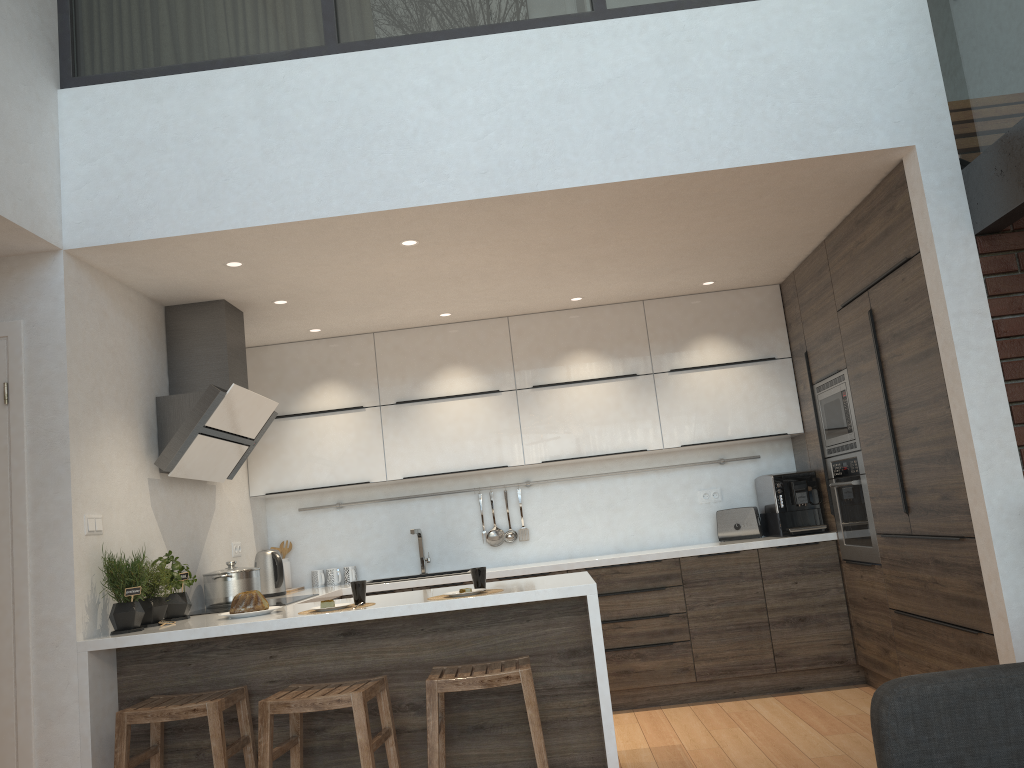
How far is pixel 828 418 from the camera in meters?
5.9 m

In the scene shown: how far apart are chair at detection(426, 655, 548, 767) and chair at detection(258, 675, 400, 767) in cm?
17

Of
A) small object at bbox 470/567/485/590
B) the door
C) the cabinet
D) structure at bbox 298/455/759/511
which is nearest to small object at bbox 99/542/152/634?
the cabinet

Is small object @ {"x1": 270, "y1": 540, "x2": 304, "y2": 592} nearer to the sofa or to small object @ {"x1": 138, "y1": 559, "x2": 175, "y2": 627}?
small object @ {"x1": 138, "y1": 559, "x2": 175, "y2": 627}

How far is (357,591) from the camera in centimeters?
358cm

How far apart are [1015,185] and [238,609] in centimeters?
338cm

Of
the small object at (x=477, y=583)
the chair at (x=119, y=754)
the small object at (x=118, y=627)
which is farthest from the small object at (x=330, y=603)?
the small object at (x=118, y=627)

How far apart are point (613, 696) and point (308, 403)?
2.55m

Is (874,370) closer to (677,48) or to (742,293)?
(742,293)

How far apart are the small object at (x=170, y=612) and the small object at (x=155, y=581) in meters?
0.1 m
